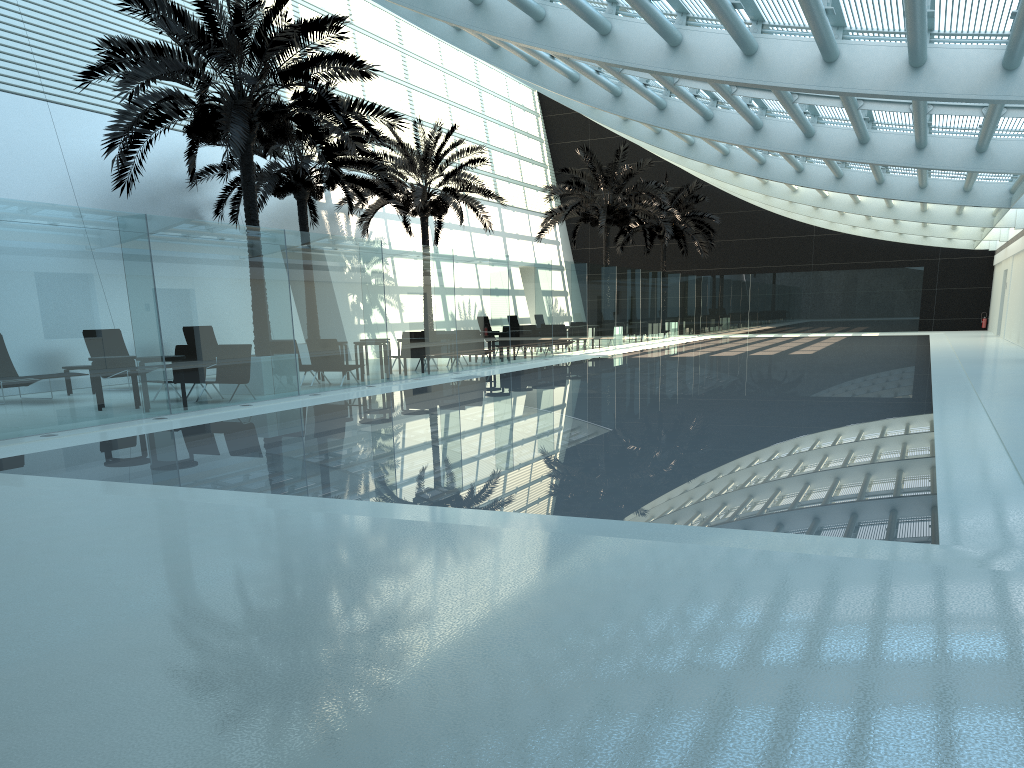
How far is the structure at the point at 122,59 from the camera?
13.68m

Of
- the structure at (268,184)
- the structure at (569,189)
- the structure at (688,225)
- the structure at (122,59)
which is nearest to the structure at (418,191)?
the structure at (268,184)

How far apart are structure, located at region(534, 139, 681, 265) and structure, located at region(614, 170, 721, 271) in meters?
4.5

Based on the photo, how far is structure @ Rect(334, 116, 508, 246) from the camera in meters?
25.5

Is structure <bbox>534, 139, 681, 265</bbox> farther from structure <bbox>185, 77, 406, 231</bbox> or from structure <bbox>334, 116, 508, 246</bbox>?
structure <bbox>185, 77, 406, 231</bbox>

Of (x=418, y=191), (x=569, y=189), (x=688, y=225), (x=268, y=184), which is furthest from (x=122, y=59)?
(x=688, y=225)

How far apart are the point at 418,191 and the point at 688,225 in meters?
16.4 m

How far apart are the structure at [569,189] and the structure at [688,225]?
4.48m

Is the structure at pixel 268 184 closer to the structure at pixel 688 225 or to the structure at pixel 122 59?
the structure at pixel 122 59

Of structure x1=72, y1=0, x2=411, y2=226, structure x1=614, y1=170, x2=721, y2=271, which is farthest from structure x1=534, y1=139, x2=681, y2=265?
structure x1=72, y1=0, x2=411, y2=226
